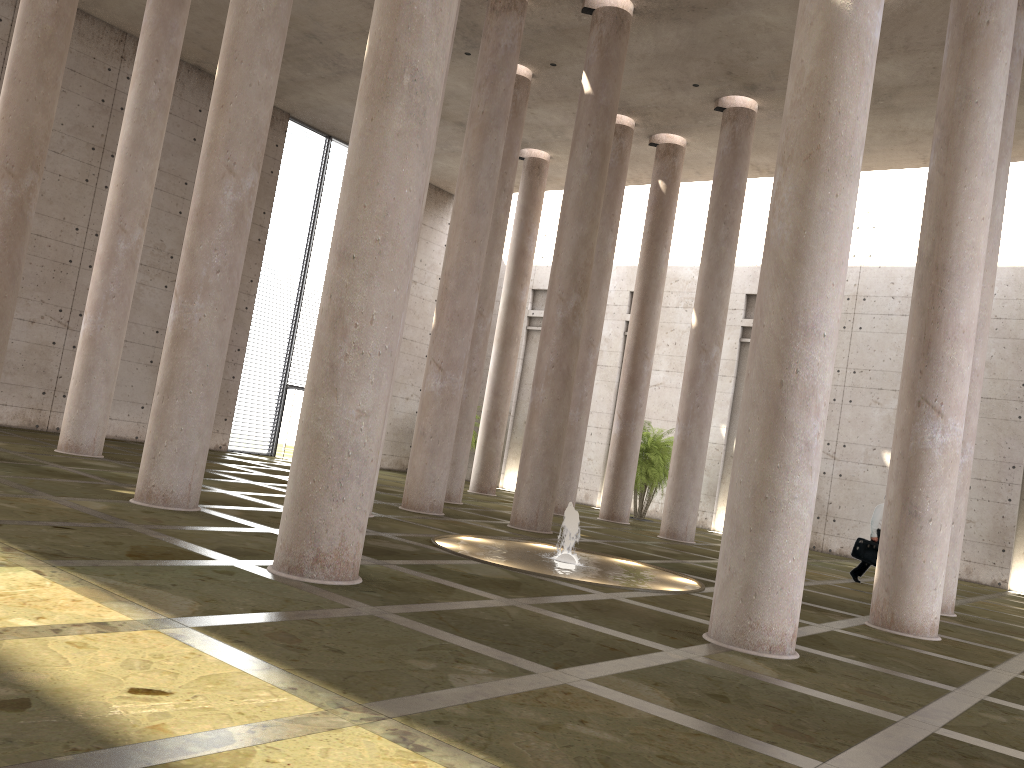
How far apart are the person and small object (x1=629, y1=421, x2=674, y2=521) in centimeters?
878cm

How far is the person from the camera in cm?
1704

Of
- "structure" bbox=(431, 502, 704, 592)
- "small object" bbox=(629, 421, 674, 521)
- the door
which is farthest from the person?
the door

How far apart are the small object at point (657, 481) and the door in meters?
11.0 m

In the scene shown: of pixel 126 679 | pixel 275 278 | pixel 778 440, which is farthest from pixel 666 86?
pixel 126 679

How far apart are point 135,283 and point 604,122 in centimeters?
984cm

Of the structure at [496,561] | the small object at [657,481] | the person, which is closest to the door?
the small object at [657,481]

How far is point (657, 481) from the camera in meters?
25.8

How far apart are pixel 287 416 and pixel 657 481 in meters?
11.6 m

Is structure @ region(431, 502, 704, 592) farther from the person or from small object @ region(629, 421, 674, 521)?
small object @ region(629, 421, 674, 521)
